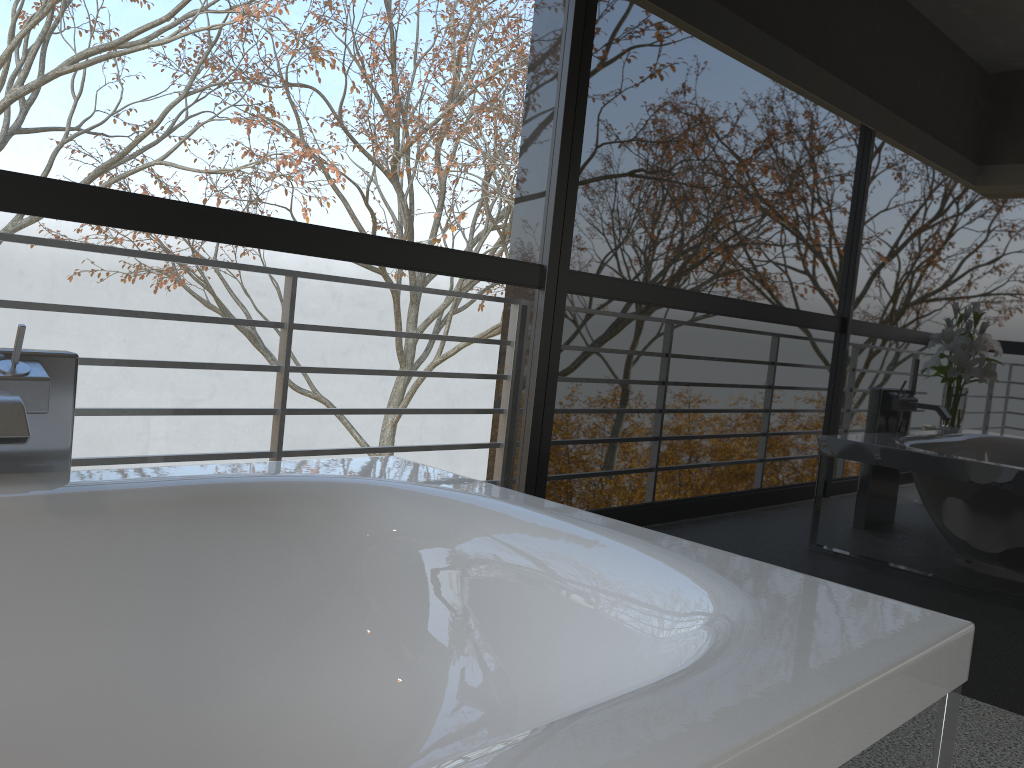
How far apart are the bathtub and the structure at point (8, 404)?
0.08m

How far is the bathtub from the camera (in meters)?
0.93

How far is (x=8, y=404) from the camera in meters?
1.4 m

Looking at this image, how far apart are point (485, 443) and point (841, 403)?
4.77m

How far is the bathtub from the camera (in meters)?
0.93

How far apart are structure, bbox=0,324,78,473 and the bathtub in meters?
0.1 m

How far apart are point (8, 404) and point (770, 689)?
1.18m

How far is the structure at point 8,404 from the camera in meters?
1.4

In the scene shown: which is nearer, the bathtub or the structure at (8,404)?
the bathtub
